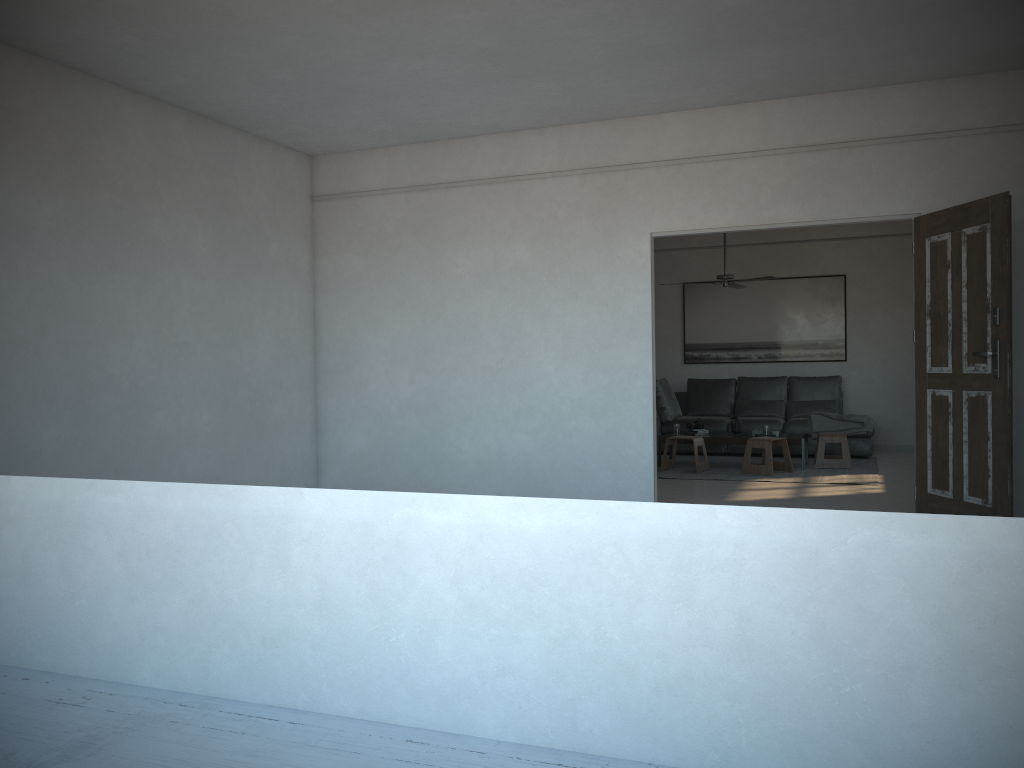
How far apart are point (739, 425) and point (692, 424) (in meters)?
0.49

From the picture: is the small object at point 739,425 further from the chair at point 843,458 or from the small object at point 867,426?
the small object at point 867,426

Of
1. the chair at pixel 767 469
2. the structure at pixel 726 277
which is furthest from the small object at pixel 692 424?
→ the structure at pixel 726 277

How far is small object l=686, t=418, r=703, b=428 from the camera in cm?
935

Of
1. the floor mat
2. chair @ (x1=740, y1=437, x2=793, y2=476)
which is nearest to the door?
the floor mat

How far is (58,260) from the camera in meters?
5.2

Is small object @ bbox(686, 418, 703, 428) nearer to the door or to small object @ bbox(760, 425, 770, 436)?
small object @ bbox(760, 425, 770, 436)

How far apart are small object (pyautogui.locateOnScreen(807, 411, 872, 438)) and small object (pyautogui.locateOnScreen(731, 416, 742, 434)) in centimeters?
104cm

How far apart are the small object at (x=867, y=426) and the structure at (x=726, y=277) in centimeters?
198cm

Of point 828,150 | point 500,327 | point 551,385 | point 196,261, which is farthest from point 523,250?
point 196,261
